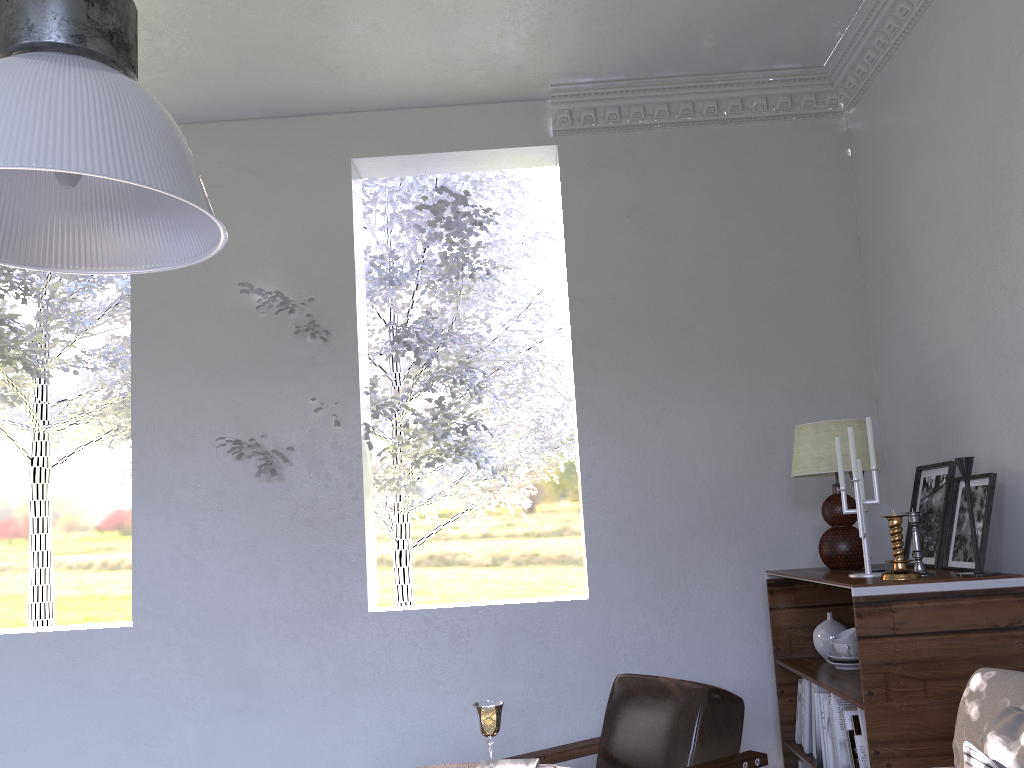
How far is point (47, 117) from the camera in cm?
92

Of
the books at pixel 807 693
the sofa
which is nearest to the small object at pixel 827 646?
the books at pixel 807 693

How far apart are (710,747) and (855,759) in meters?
0.3 m

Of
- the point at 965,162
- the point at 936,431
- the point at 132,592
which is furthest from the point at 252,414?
the point at 965,162

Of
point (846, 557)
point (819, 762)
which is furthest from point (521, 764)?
point (846, 557)

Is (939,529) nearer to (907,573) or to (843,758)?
(907,573)

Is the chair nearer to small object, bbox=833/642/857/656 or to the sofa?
small object, bbox=833/642/857/656

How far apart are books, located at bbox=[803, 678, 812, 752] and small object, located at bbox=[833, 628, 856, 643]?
0.2m

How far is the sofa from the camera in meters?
1.6 m

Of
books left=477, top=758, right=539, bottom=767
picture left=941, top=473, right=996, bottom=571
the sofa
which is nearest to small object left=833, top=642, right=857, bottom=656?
picture left=941, top=473, right=996, bottom=571
